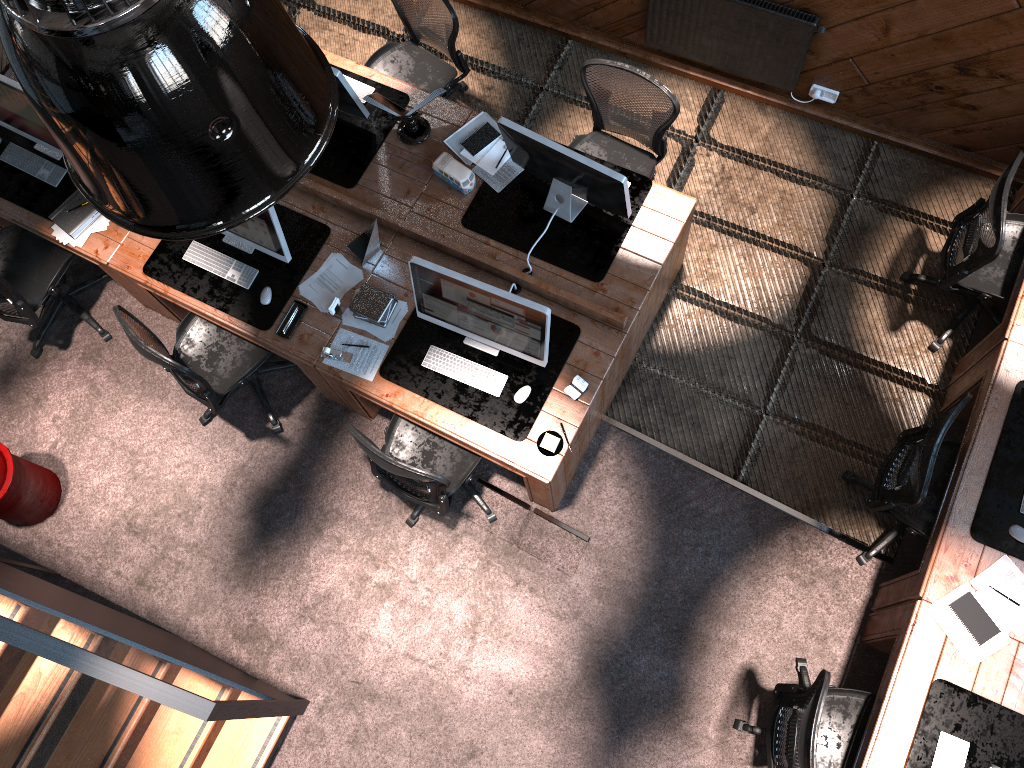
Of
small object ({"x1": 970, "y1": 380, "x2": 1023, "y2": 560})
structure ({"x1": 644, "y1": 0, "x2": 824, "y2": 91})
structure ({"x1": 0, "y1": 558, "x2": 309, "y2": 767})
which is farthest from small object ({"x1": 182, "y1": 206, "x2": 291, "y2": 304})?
small object ({"x1": 970, "y1": 380, "x2": 1023, "y2": 560})

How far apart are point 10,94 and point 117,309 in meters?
1.4

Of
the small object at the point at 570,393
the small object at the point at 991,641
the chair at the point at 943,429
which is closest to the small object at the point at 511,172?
the small object at the point at 570,393

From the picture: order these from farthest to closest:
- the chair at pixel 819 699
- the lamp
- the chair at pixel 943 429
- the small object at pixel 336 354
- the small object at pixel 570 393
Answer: the small object at pixel 336 354 < the small object at pixel 570 393 < the chair at pixel 943 429 < the chair at pixel 819 699 < the lamp

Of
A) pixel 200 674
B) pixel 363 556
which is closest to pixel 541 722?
pixel 363 556

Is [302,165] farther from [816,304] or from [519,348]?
[816,304]

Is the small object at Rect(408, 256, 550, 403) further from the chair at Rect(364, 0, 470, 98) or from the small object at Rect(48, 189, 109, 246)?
the small object at Rect(48, 189, 109, 246)

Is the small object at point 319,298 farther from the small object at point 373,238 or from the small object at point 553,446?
the small object at point 553,446

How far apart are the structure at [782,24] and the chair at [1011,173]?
1.3 meters

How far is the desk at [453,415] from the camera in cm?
444
